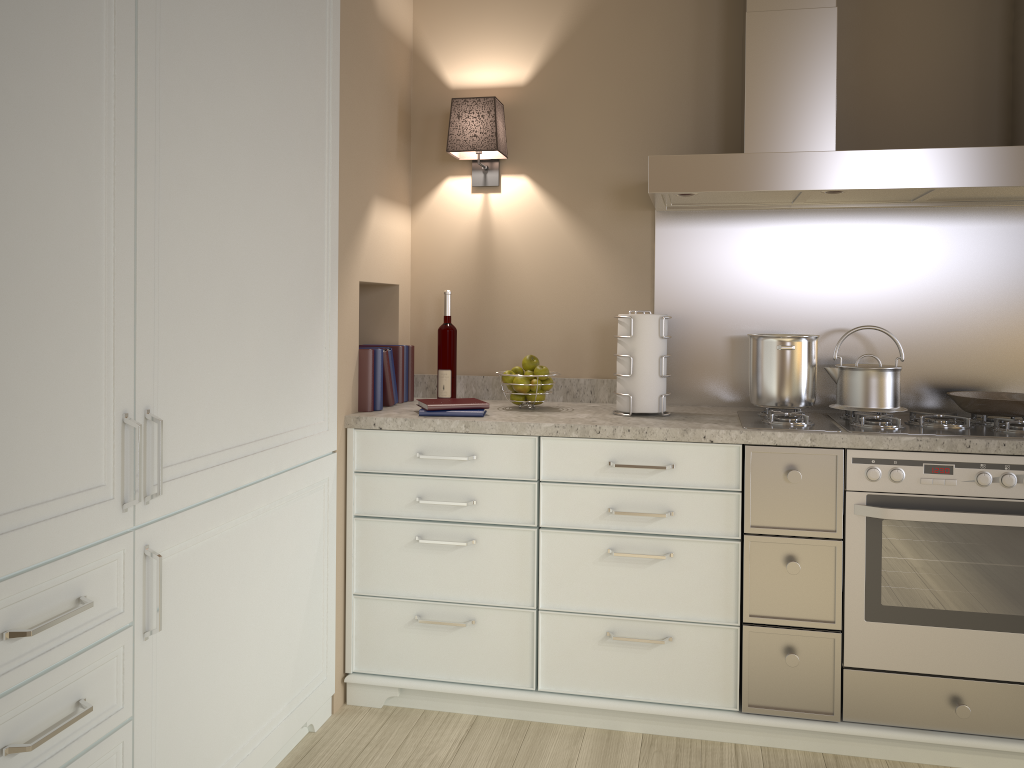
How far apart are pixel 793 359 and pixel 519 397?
0.80m

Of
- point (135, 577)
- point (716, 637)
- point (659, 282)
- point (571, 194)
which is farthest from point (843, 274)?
point (135, 577)

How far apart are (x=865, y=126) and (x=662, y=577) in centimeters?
149cm

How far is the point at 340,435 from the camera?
2.48m

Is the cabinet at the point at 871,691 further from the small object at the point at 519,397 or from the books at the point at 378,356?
the small object at the point at 519,397

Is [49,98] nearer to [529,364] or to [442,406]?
[442,406]

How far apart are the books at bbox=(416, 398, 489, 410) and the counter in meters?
0.0

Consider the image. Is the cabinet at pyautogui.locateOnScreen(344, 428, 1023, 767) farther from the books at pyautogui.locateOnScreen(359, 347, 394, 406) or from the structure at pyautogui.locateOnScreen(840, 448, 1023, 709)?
the books at pyautogui.locateOnScreen(359, 347, 394, 406)

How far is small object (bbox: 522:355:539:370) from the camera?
2.7 meters

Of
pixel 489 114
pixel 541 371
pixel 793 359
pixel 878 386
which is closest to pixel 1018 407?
pixel 878 386
